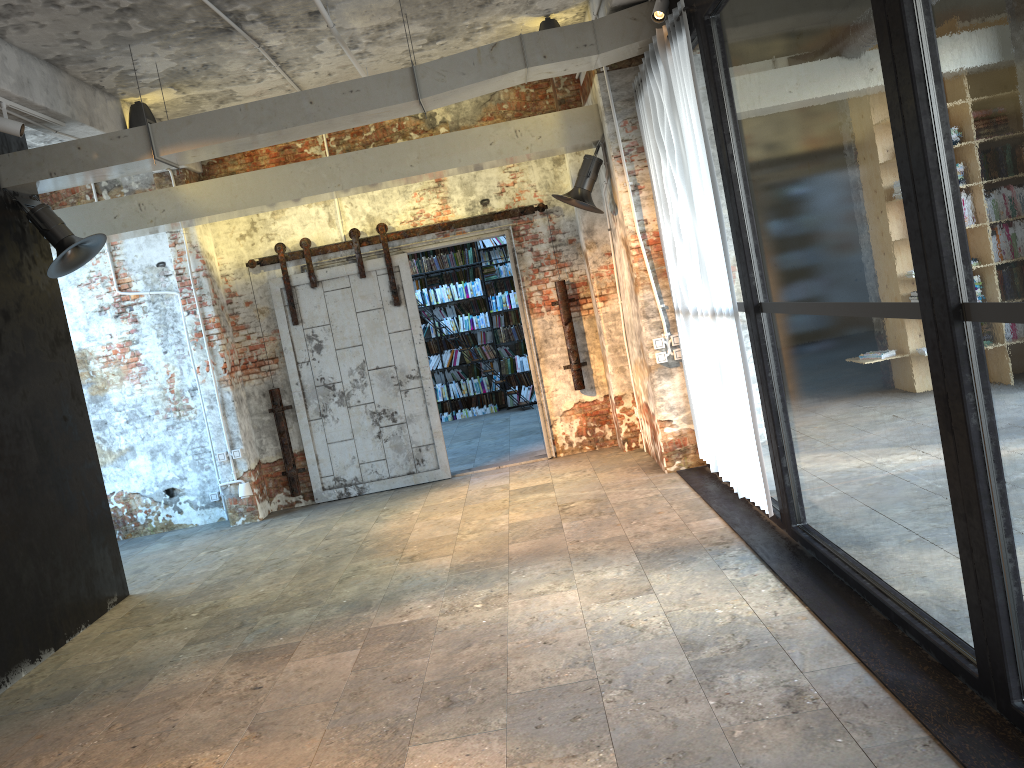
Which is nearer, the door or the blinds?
the blinds

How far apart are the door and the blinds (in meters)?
1.93

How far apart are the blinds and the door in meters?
1.9

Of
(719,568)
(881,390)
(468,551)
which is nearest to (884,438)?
(881,390)

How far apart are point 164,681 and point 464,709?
2.0m

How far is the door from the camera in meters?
9.0

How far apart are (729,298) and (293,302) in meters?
5.1

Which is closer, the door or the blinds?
the blinds

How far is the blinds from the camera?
5.31m
